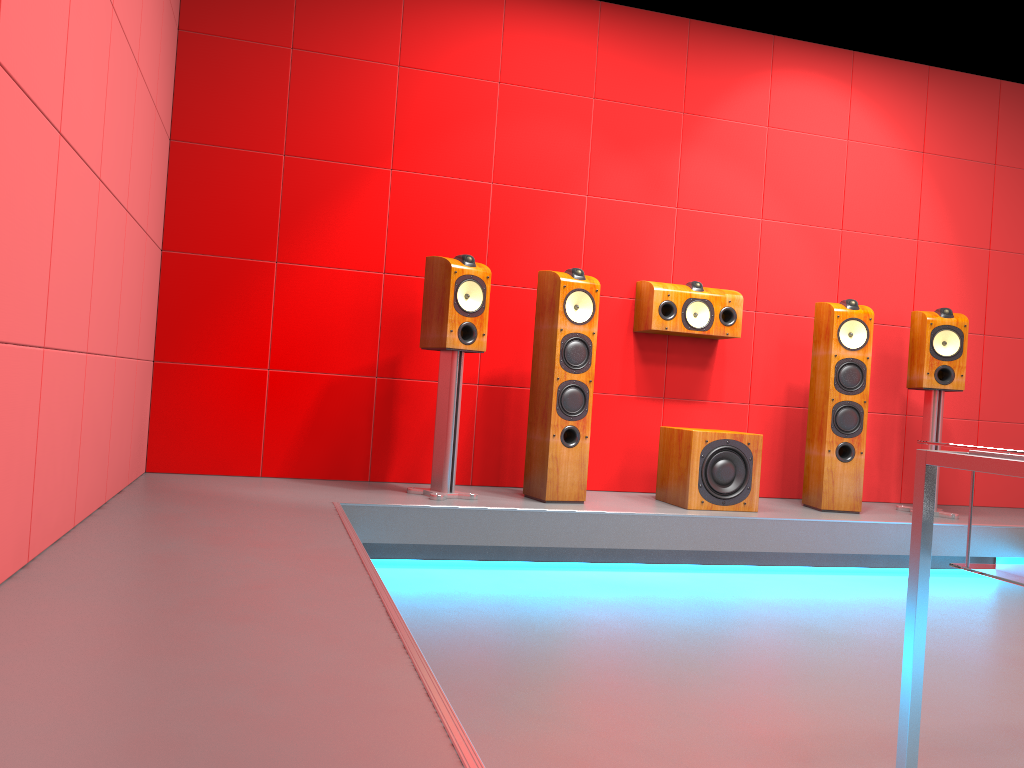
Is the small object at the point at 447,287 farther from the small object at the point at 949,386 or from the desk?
the desk

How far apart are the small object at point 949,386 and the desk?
3.2 meters

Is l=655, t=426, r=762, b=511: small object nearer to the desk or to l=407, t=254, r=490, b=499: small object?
l=407, t=254, r=490, b=499: small object

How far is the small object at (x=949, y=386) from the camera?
4.44m

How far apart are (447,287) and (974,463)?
2.6m

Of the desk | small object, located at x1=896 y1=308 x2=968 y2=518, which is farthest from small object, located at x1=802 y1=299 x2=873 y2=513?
the desk

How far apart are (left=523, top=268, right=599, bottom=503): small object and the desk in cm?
241

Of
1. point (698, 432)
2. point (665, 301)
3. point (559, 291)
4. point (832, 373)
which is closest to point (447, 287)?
point (559, 291)

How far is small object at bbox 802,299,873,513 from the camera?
4.32m

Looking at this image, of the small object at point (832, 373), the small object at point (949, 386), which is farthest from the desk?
the small object at point (949, 386)
